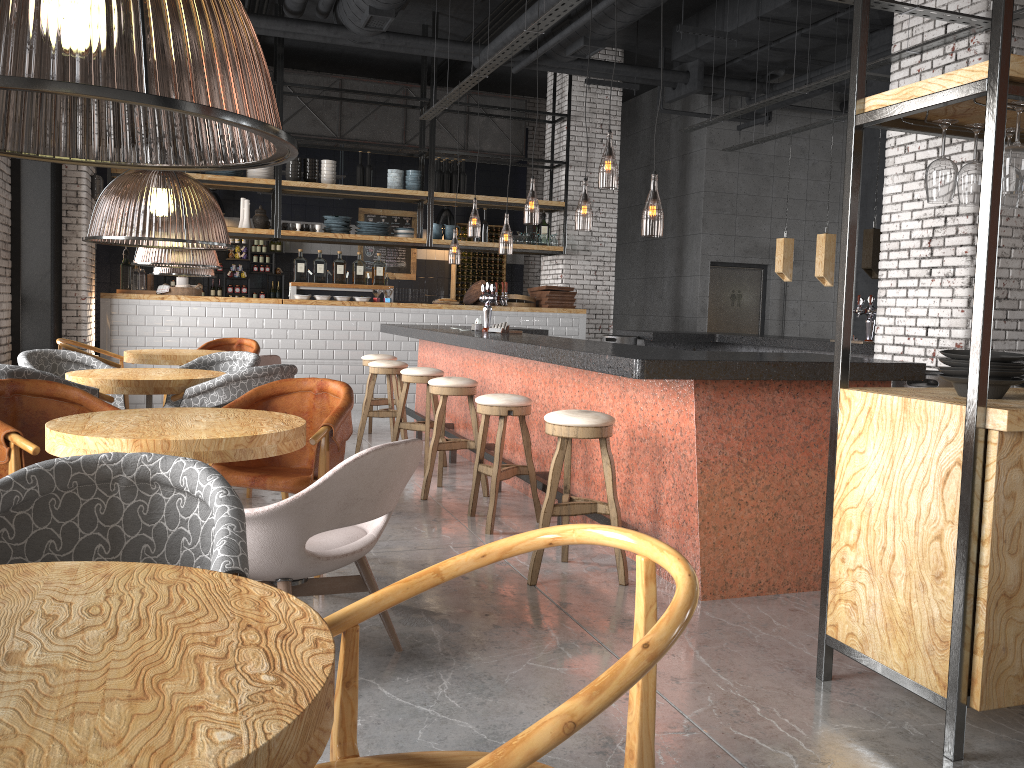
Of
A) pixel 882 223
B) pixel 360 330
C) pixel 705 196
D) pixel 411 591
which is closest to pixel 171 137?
pixel 360 330

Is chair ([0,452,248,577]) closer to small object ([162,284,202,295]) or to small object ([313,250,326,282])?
small object ([162,284,202,295])

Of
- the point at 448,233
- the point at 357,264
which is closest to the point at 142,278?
the point at 357,264

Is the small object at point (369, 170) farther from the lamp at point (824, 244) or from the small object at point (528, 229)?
the lamp at point (824, 244)

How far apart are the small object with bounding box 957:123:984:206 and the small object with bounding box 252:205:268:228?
9.12m

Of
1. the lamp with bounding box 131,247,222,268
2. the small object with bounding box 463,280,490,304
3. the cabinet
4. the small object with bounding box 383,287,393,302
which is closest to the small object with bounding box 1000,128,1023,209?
the lamp with bounding box 131,247,222,268

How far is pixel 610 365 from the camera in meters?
4.0

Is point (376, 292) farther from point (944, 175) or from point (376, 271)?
point (944, 175)

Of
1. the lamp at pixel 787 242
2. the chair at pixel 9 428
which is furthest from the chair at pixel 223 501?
the lamp at pixel 787 242

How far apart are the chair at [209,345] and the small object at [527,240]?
4.49m
